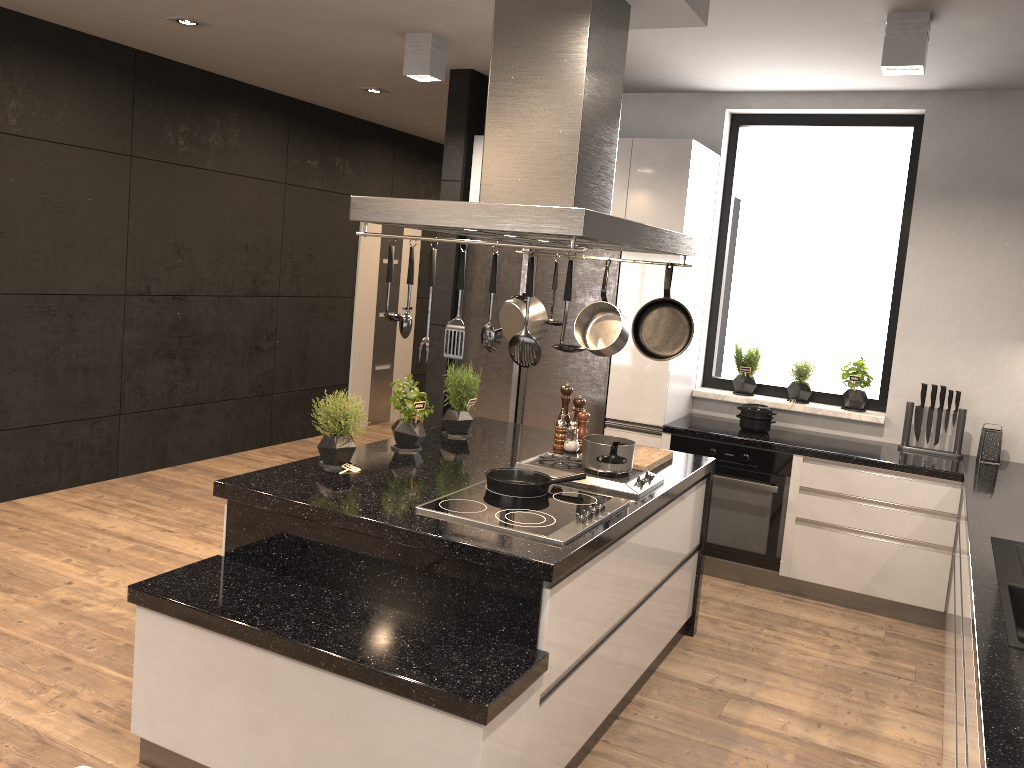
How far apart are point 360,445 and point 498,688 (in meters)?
1.61

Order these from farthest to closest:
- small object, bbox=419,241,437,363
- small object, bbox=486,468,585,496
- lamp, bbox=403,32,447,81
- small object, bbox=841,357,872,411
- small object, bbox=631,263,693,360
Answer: small object, bbox=841,357,872,411
lamp, bbox=403,32,447,81
small object, bbox=631,263,693,360
small object, bbox=486,468,585,496
small object, bbox=419,241,437,363

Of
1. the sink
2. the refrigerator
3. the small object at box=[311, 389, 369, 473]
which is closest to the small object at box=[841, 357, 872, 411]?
the refrigerator

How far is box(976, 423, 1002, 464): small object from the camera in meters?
4.6 m

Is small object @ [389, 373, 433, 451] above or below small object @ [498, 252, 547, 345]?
below

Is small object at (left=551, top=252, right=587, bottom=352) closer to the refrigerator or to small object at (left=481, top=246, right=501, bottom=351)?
small object at (left=481, top=246, right=501, bottom=351)

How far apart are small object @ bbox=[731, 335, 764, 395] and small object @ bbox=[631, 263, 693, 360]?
2.1m

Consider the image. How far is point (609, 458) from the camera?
3.27m

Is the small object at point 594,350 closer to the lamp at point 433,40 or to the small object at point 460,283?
the small object at point 460,283

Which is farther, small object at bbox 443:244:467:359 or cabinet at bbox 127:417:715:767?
small object at bbox 443:244:467:359
